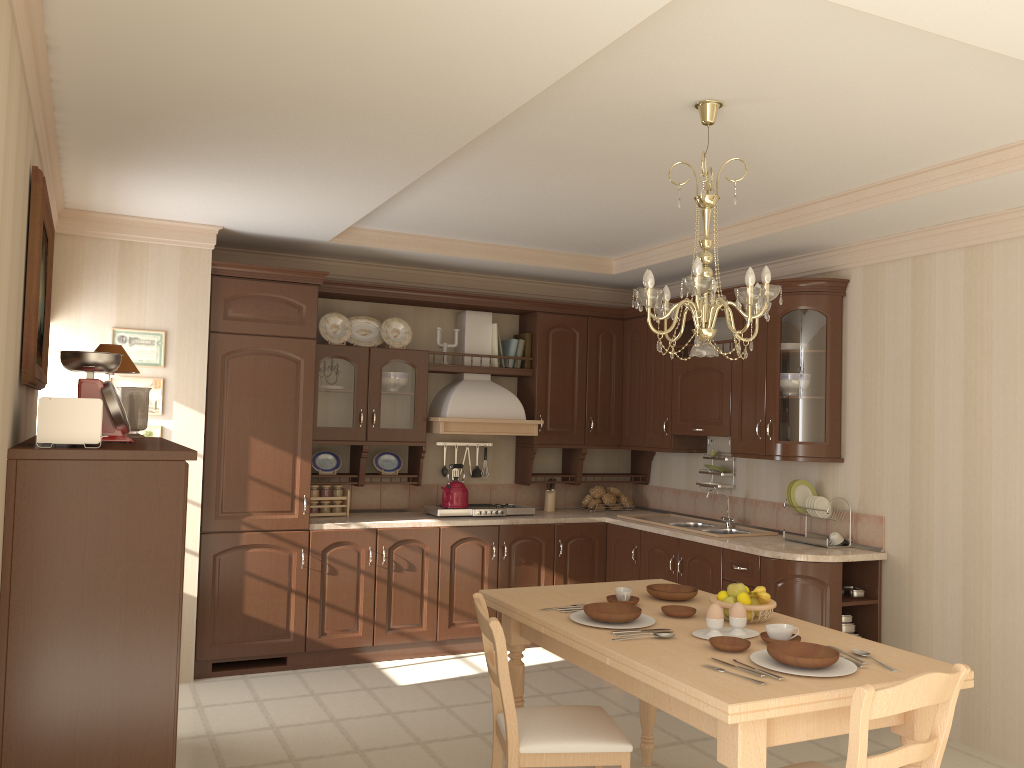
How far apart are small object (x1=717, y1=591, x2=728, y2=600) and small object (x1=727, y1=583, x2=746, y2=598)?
0.0m

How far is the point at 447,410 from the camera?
5.8m

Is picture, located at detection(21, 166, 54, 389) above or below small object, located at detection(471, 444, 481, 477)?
above

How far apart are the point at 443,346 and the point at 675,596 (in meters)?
2.98

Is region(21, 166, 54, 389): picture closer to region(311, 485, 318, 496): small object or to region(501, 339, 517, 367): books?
region(311, 485, 318, 496): small object

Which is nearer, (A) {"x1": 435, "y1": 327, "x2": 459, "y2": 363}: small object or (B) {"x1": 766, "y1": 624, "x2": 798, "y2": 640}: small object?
(B) {"x1": 766, "y1": 624, "x2": 798, "y2": 640}: small object

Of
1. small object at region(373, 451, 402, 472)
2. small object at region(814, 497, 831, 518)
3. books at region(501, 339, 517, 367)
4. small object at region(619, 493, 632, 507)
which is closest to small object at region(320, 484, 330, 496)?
small object at region(373, 451, 402, 472)

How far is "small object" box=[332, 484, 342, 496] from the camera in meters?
5.6

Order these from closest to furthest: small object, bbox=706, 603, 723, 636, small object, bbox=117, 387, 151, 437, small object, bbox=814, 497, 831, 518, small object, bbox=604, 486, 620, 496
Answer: small object, bbox=706, 603, 723, 636 < small object, bbox=117, 387, 151, 437 < small object, bbox=814, 497, 831, 518 < small object, bbox=604, 486, 620, 496

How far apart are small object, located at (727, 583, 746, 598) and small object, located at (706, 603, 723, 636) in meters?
0.3 m
